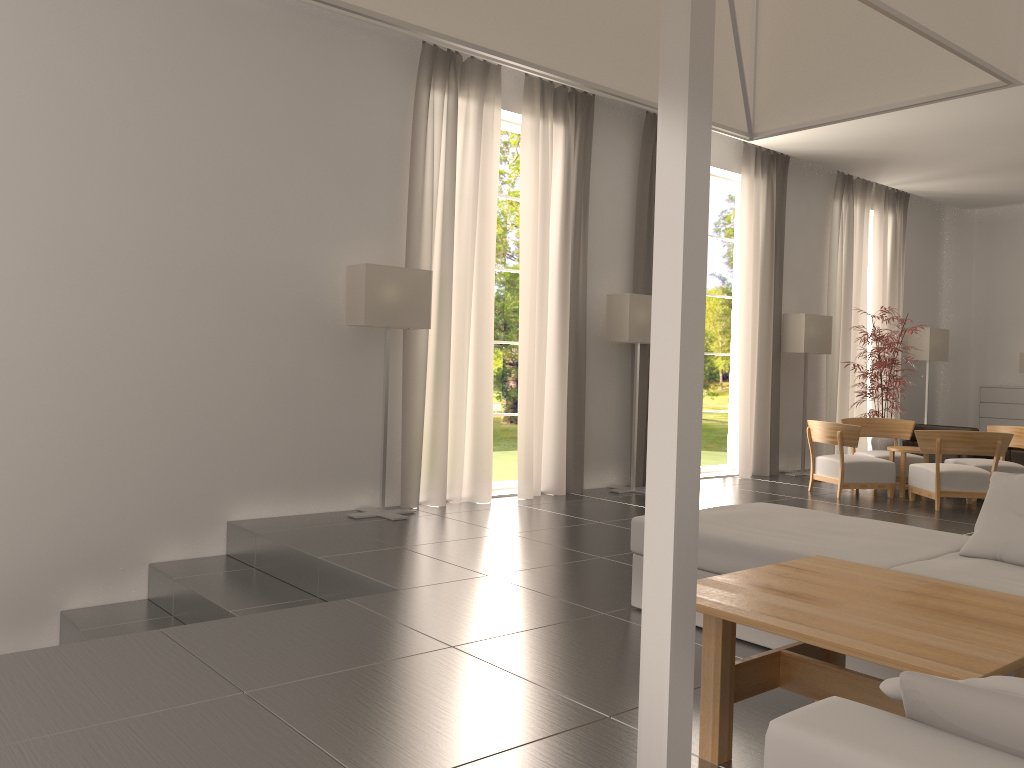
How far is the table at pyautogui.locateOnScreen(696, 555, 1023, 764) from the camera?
3.7 meters

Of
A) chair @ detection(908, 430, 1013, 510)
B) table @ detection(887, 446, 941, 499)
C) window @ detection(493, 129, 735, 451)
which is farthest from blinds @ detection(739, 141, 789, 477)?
window @ detection(493, 129, 735, 451)

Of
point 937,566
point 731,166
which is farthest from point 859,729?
point 731,166

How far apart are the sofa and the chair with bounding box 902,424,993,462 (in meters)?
10.92

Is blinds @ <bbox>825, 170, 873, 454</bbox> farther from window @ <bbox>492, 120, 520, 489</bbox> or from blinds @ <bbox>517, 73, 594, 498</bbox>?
window @ <bbox>492, 120, 520, 489</bbox>

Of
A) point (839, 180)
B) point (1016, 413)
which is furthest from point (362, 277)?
point (1016, 413)

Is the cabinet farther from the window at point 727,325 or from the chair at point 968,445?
the window at point 727,325

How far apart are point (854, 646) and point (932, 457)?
15.2m

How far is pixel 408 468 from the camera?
12.0m

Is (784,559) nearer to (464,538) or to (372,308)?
(464,538)
